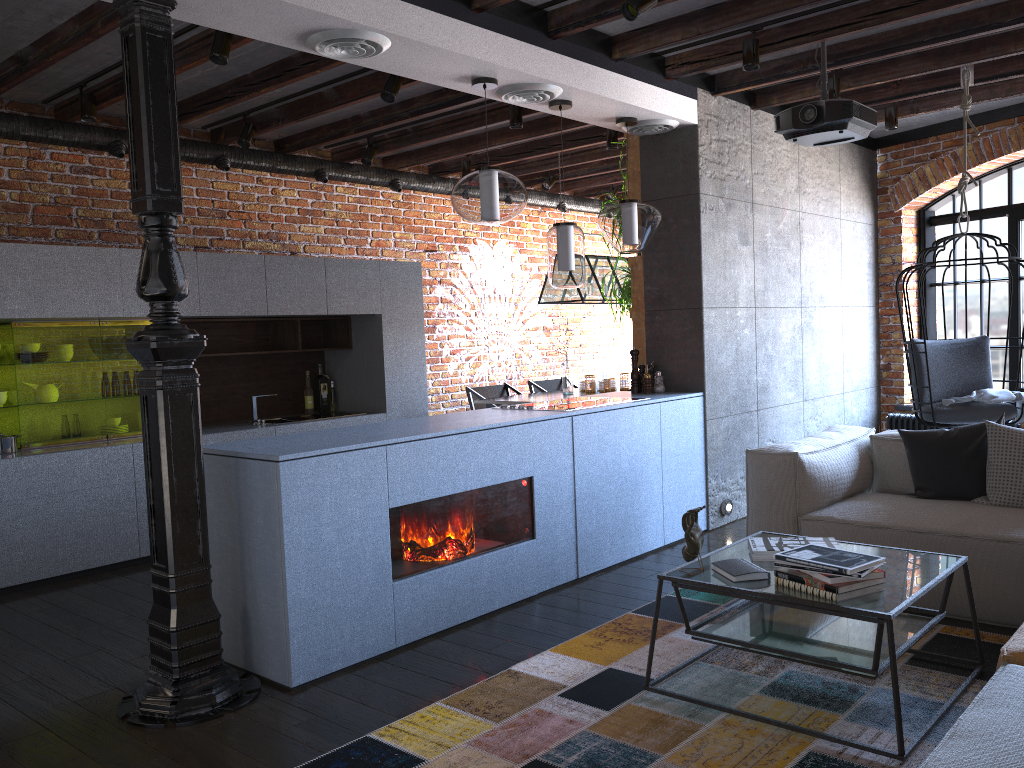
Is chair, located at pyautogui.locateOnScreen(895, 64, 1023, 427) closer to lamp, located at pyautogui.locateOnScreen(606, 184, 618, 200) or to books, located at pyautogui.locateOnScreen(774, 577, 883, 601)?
books, located at pyautogui.locateOnScreen(774, 577, 883, 601)

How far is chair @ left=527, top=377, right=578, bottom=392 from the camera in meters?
7.9

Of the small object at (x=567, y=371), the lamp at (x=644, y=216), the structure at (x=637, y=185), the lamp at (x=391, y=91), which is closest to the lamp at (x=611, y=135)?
the structure at (x=637, y=185)

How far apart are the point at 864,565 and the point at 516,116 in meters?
3.8 m

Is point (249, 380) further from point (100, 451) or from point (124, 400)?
point (100, 451)

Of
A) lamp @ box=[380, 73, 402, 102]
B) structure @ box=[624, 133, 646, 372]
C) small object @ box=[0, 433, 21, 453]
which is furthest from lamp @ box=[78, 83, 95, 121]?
structure @ box=[624, 133, 646, 372]

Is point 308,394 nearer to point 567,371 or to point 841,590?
point 567,371

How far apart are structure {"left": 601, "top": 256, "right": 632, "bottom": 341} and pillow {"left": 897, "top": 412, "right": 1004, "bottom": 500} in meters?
2.0

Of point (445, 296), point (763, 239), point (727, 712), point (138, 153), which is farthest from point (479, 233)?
point (727, 712)

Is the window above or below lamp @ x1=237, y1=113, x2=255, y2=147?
below
